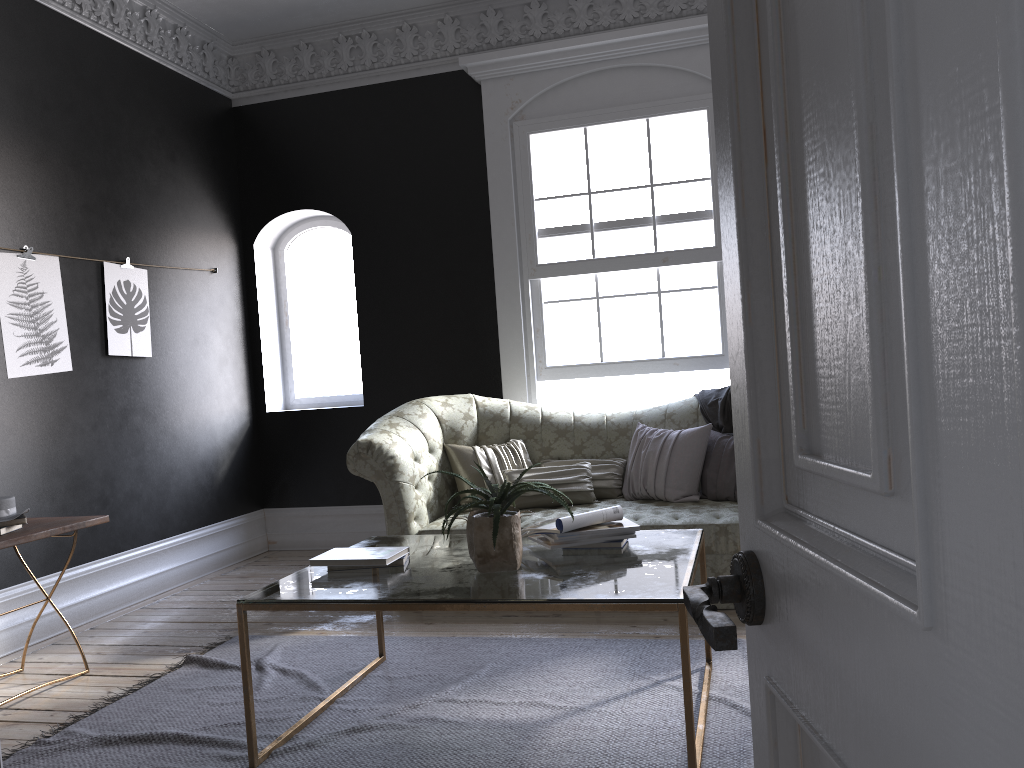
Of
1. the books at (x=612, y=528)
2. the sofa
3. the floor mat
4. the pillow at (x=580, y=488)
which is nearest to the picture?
the sofa

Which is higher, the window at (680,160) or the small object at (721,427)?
the window at (680,160)

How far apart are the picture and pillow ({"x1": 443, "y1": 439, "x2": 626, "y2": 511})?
2.1m

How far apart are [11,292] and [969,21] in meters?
5.1 m

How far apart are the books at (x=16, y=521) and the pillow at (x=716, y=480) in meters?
3.1

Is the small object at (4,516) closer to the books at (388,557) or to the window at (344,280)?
the books at (388,557)

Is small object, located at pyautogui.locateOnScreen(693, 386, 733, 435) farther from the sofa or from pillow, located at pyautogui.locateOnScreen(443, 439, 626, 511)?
pillow, located at pyautogui.locateOnScreen(443, 439, 626, 511)

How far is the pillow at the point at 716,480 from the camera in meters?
5.0

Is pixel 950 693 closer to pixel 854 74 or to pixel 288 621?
pixel 854 74

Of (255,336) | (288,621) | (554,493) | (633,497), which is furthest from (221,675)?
(255,336)
